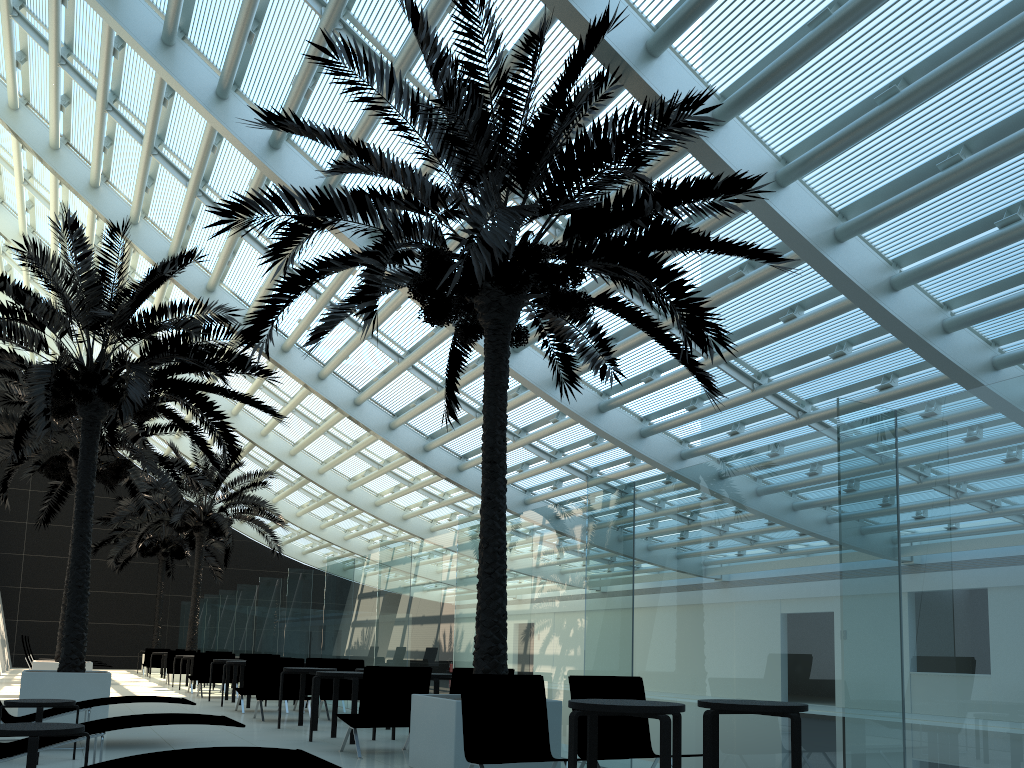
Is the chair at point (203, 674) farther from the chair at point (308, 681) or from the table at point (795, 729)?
the table at point (795, 729)

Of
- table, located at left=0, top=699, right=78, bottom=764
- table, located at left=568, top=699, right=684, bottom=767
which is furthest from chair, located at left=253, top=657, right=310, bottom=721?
table, located at left=568, top=699, right=684, bottom=767

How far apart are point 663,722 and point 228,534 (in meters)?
20.41

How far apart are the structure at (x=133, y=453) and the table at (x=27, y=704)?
8.42m

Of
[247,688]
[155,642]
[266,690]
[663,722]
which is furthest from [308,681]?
[155,642]

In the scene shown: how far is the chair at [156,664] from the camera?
26.87m

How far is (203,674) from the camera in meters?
17.1 m

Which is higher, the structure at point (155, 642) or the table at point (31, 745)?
the structure at point (155, 642)

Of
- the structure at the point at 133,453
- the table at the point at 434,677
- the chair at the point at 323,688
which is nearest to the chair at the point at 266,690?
the chair at the point at 323,688

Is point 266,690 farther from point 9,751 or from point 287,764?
point 287,764
